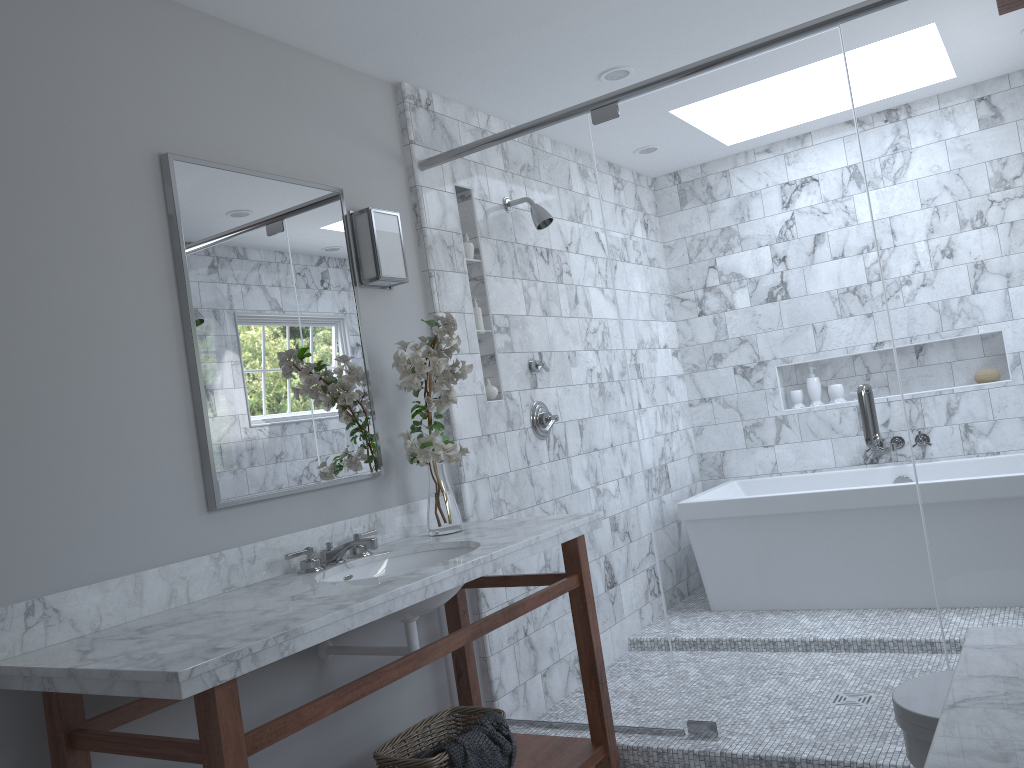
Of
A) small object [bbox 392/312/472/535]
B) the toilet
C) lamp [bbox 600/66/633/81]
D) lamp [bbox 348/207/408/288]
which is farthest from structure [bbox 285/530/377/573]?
lamp [bbox 600/66/633/81]

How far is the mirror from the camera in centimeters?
242cm

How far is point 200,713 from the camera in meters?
1.6 m

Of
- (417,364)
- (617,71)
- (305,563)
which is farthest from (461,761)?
(617,71)

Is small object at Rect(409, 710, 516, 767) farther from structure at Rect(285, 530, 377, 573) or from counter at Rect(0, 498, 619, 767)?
structure at Rect(285, 530, 377, 573)

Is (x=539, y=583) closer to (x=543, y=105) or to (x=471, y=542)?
(x=471, y=542)

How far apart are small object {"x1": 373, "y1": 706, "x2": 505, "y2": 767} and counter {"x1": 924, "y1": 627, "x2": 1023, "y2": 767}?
1.5m

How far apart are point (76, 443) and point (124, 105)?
0.9 meters

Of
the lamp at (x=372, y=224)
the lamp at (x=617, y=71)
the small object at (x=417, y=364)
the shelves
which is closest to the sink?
the small object at (x=417, y=364)

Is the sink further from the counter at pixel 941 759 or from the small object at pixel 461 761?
the counter at pixel 941 759
